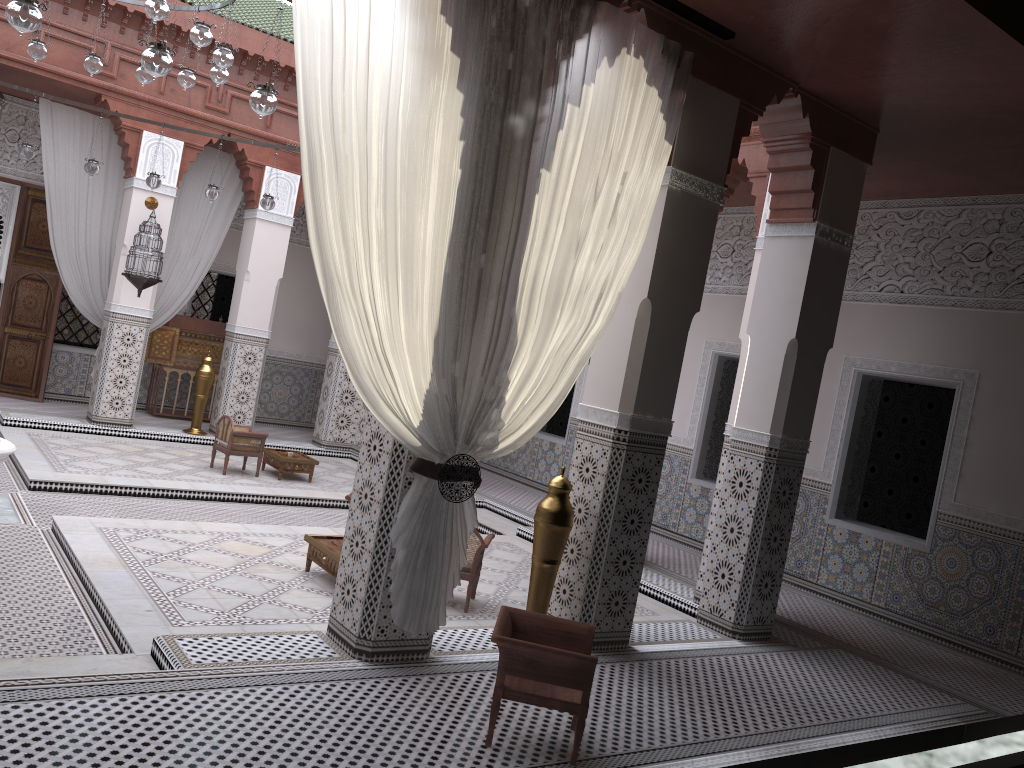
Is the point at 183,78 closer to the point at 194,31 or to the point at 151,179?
the point at 194,31

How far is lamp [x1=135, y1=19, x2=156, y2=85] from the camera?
3.9m

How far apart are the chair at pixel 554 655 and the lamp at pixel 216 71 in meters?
2.7

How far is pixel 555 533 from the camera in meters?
2.7 m

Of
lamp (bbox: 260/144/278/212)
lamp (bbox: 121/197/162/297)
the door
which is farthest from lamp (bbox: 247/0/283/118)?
the door

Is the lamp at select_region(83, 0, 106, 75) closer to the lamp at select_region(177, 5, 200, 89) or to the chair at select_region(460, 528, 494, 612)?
the lamp at select_region(177, 5, 200, 89)

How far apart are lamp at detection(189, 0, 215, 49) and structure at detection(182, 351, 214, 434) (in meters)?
2.84

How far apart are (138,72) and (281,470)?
2.2 meters

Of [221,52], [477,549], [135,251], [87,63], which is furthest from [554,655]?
[135,251]

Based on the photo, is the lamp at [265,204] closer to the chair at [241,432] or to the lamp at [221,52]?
the chair at [241,432]
